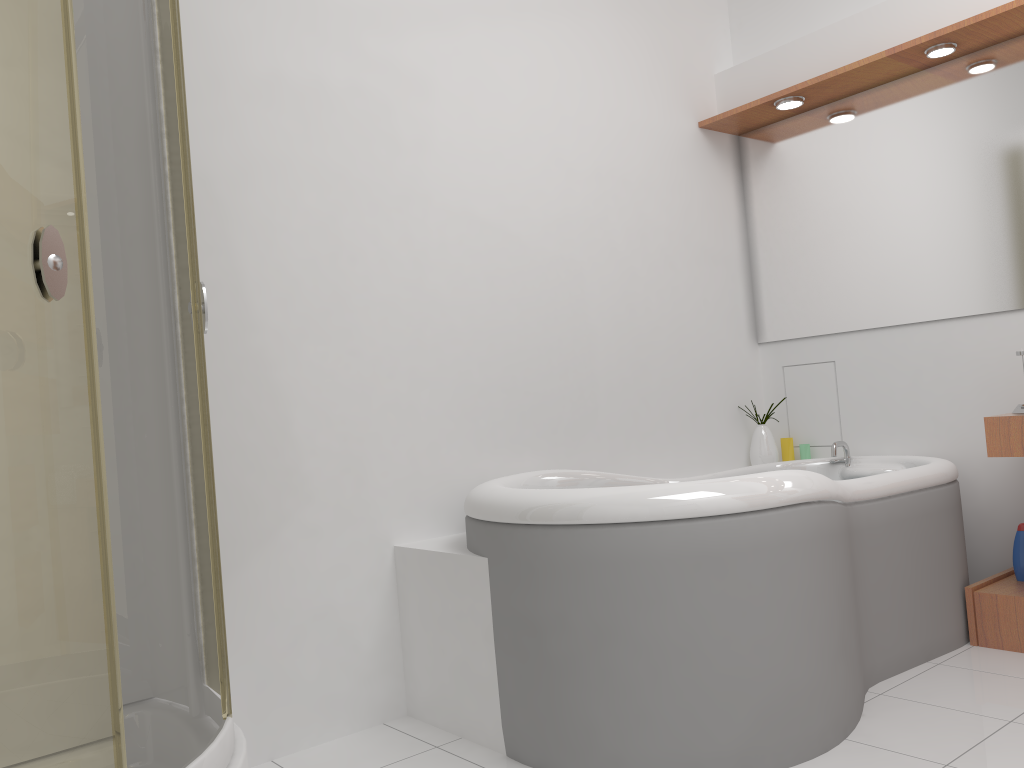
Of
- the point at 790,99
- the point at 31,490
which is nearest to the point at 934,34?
the point at 790,99

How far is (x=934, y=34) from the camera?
2.8 meters

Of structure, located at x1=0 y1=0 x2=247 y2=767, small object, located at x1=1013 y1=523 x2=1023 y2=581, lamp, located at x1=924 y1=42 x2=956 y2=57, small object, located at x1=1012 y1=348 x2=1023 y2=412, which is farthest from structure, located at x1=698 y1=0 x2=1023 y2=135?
structure, located at x1=0 y1=0 x2=247 y2=767

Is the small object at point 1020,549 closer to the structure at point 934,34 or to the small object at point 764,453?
the small object at point 764,453

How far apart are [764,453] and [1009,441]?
1.0m

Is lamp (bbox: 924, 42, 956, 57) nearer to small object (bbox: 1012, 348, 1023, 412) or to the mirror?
the mirror

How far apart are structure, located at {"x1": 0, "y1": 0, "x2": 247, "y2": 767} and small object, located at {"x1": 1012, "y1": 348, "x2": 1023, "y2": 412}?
2.4 meters

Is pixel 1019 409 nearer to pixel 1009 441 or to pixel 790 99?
pixel 1009 441

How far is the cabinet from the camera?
2.6 meters

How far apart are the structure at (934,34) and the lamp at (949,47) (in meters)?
0.02
